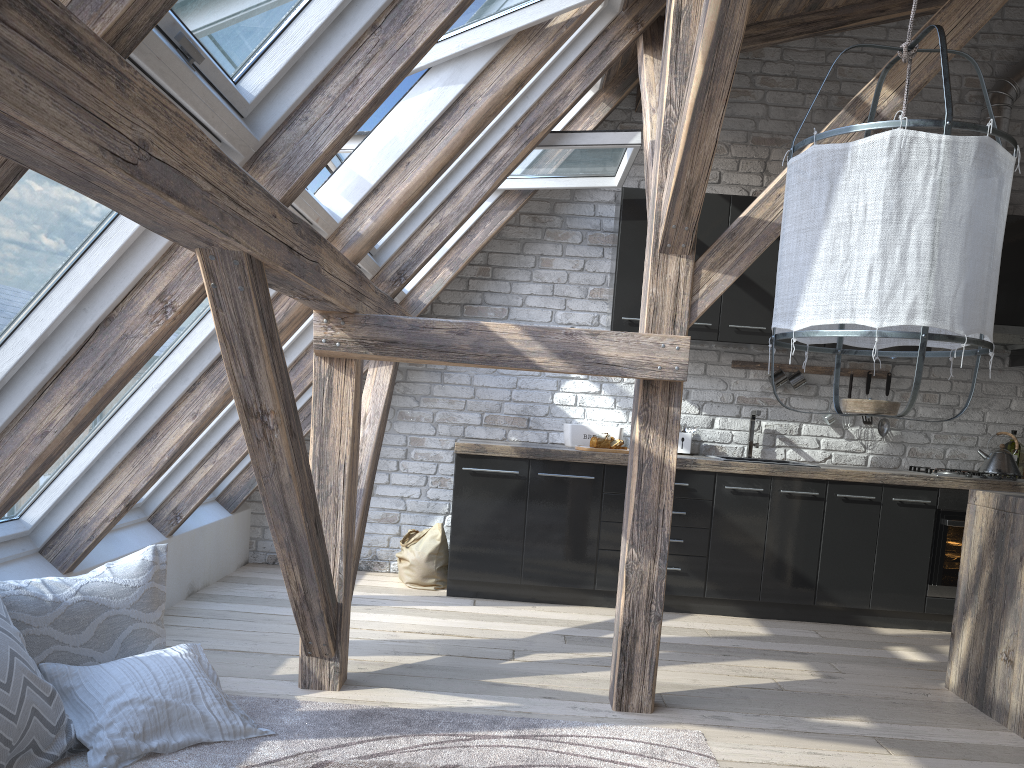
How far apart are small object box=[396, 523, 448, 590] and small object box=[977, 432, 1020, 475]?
3.0 meters

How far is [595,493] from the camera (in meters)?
4.68

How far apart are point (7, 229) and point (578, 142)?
2.83m

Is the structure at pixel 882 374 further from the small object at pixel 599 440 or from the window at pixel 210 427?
the window at pixel 210 427

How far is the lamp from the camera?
Result: 1.5m

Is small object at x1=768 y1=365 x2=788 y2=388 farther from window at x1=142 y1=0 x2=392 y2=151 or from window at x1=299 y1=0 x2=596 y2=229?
window at x1=142 y1=0 x2=392 y2=151

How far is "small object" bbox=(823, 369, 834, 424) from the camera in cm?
517

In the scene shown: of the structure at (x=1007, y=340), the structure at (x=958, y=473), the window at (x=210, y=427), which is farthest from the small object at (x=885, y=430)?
the window at (x=210, y=427)

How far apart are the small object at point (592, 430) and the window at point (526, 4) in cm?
212

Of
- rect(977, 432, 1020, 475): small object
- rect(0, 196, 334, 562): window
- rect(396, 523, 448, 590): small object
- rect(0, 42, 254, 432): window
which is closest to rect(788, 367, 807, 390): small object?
rect(977, 432, 1020, 475): small object
